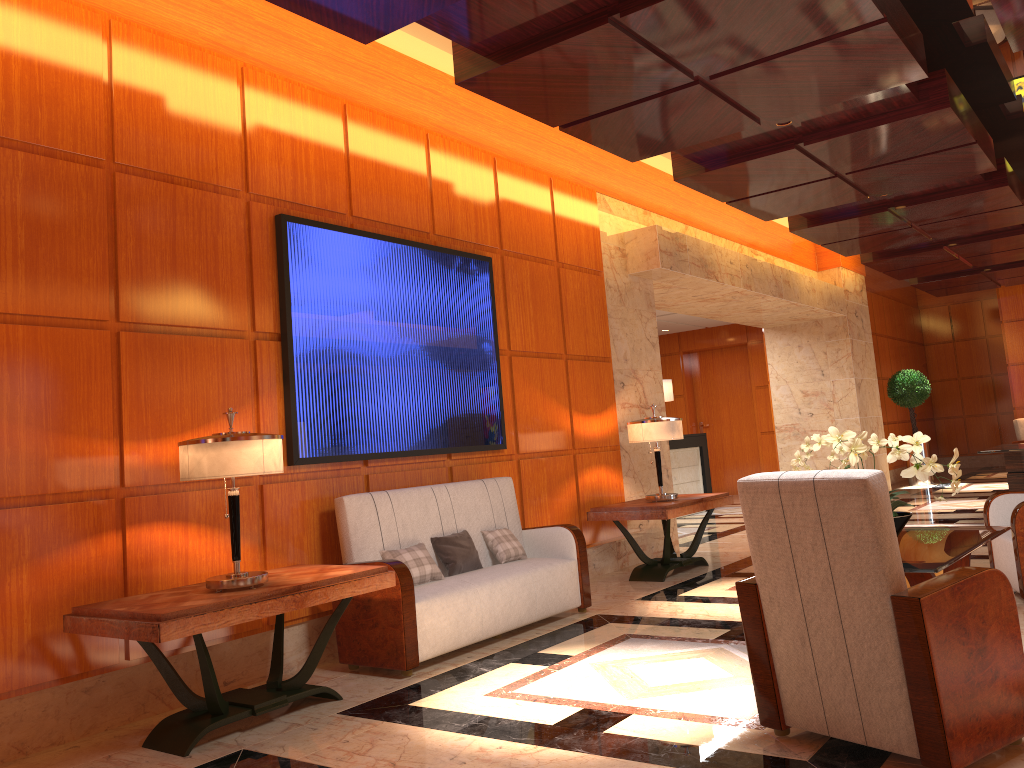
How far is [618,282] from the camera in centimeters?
848cm

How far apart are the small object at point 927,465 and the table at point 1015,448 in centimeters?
488cm

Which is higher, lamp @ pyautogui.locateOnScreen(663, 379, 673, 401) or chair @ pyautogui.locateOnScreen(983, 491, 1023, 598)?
lamp @ pyautogui.locateOnScreen(663, 379, 673, 401)

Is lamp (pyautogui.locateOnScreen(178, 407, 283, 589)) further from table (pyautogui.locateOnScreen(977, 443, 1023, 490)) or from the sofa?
table (pyautogui.locateOnScreen(977, 443, 1023, 490))

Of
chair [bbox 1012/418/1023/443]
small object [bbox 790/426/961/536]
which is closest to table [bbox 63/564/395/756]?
small object [bbox 790/426/961/536]

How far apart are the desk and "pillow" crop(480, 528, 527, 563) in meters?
6.8

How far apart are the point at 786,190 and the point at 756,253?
3.6 meters

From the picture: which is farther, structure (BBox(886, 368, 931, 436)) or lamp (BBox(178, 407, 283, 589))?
structure (BBox(886, 368, 931, 436))

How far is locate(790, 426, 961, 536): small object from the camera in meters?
4.3 m

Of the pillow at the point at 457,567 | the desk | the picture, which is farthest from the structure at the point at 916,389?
the pillow at the point at 457,567
